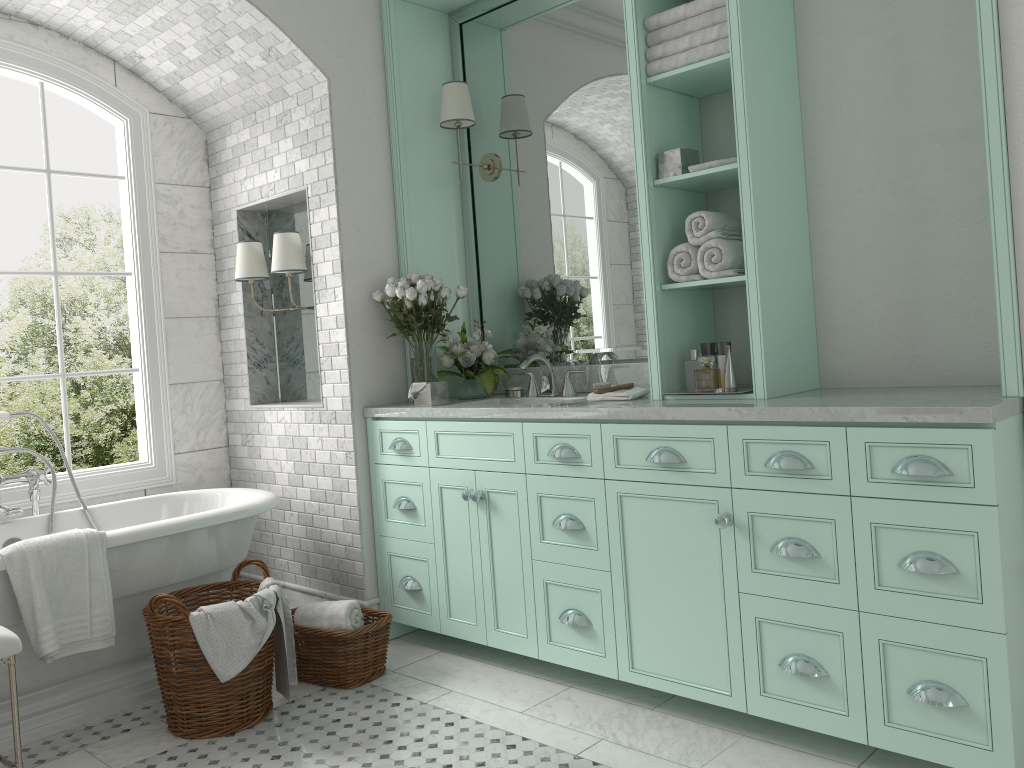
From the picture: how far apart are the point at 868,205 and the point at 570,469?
1.5 meters

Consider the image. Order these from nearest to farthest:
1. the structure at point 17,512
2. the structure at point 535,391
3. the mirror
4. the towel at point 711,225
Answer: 1. the towel at point 711,225
2. the structure at point 17,512
3. the mirror
4. the structure at point 535,391

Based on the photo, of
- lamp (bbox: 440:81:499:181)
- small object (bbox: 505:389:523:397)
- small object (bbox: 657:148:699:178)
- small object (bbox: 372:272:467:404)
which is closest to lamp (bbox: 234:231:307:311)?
small object (bbox: 372:272:467:404)

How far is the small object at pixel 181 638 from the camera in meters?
3.3 m

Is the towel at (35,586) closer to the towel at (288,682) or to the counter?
the towel at (288,682)

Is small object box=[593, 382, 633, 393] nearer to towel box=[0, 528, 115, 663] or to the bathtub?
the bathtub

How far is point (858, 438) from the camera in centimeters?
267cm

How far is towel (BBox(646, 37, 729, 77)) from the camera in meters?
3.2

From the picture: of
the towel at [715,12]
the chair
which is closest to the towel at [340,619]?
the chair

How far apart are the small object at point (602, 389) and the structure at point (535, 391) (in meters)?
0.57
